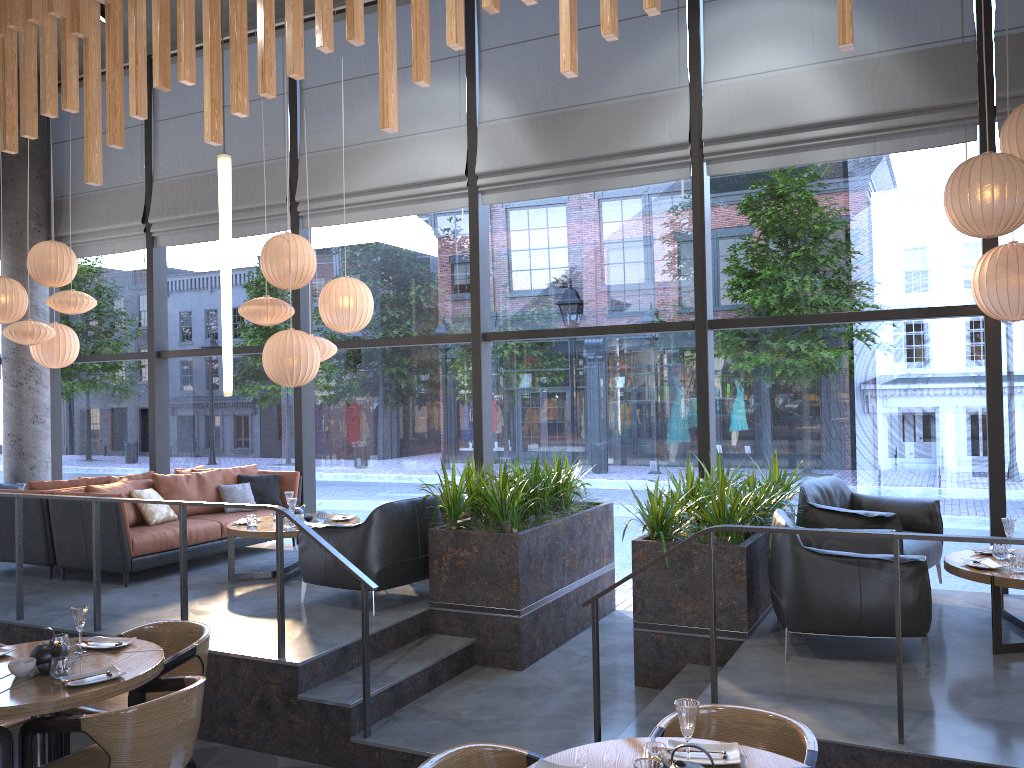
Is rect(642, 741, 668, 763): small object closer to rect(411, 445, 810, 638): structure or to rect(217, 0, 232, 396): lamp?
rect(217, 0, 232, 396): lamp

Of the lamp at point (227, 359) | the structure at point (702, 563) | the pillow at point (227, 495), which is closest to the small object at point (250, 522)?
the pillow at point (227, 495)

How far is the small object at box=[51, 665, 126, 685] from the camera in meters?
3.9 m

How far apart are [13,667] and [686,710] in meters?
3.1 m

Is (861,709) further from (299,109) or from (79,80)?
(79,80)

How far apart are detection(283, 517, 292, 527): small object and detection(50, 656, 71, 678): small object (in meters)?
3.04

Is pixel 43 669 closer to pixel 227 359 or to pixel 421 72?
pixel 227 359

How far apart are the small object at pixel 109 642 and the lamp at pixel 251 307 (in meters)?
3.40

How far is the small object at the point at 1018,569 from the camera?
4.82m

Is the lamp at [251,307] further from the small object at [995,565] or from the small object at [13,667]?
the small object at [995,565]
